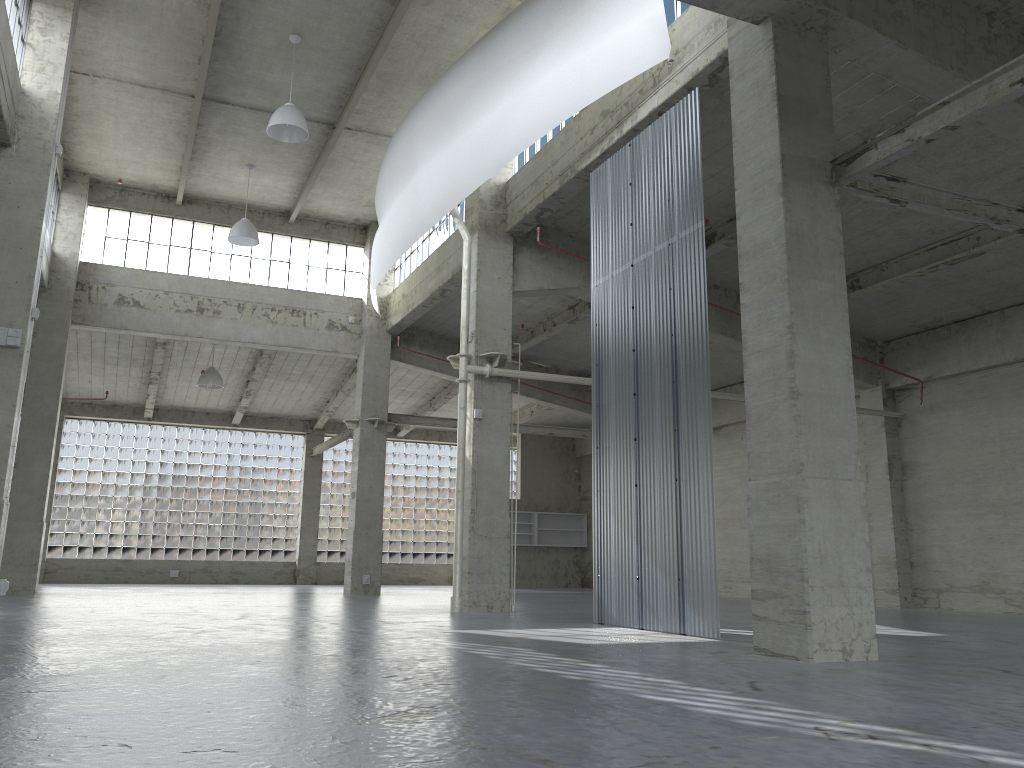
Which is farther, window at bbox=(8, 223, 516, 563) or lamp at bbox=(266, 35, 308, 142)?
window at bbox=(8, 223, 516, 563)

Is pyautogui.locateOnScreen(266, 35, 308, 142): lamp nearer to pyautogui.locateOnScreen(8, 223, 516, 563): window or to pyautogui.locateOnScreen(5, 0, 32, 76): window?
pyautogui.locateOnScreen(5, 0, 32, 76): window

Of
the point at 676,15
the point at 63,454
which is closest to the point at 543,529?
the point at 63,454

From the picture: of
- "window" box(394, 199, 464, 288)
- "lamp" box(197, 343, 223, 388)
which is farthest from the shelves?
"lamp" box(197, 343, 223, 388)

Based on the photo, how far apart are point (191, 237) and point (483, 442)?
18.0m

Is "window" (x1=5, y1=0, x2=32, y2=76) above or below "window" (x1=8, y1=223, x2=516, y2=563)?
above

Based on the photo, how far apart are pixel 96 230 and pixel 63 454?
16.08m

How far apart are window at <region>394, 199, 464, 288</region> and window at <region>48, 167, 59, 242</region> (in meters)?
12.86

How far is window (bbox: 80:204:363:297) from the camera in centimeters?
3427cm

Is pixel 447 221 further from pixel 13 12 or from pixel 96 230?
pixel 13 12
